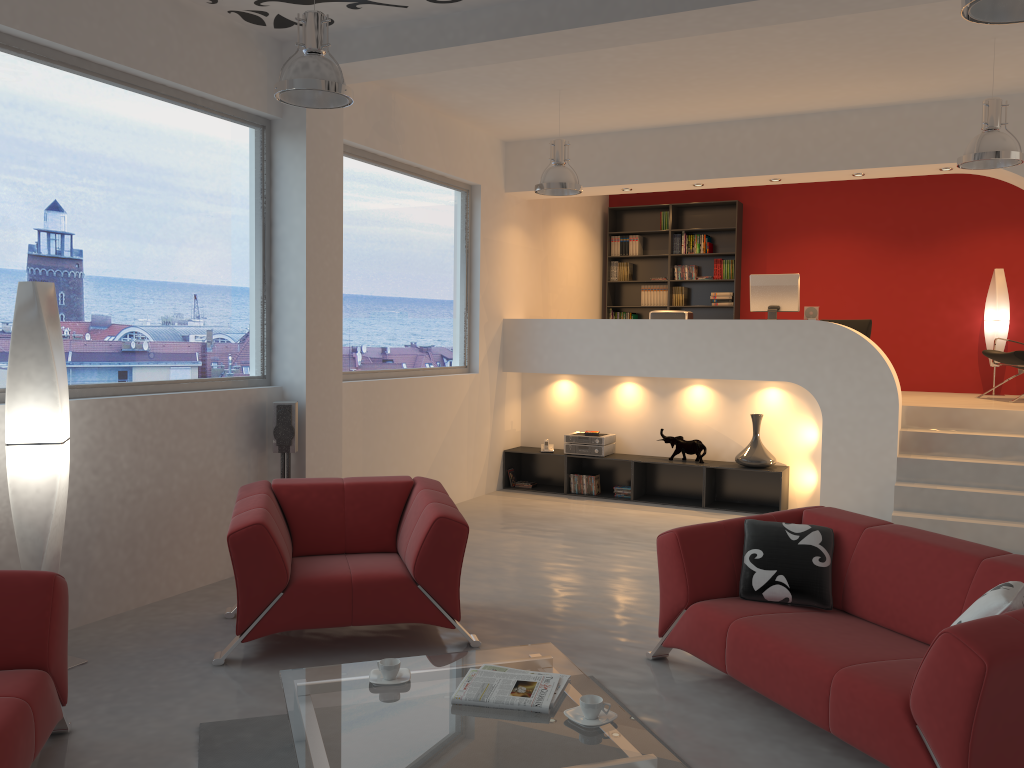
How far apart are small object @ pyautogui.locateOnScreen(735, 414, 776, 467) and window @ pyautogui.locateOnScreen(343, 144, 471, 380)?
2.68m

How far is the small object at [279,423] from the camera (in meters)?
5.72

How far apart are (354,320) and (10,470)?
3.3m

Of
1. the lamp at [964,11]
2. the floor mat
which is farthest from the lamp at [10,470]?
the lamp at [964,11]

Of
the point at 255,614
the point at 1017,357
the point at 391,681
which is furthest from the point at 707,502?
the point at 391,681

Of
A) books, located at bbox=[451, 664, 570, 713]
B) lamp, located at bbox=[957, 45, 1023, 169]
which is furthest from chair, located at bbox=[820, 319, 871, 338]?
books, located at bbox=[451, 664, 570, 713]

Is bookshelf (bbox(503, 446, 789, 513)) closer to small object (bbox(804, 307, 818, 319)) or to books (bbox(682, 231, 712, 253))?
small object (bbox(804, 307, 818, 319))

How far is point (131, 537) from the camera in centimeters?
496cm

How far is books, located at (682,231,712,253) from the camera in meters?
10.8 m

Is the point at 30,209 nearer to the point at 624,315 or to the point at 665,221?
the point at 624,315
